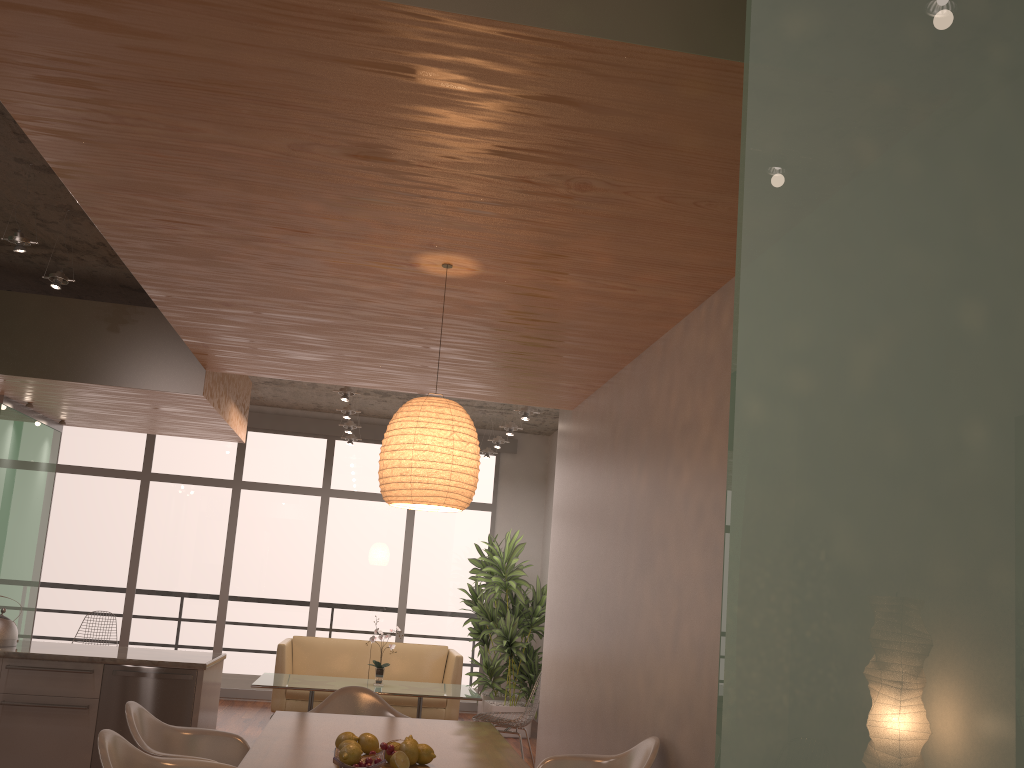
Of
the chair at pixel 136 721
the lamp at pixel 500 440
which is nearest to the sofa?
the lamp at pixel 500 440

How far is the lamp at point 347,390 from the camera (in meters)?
7.33

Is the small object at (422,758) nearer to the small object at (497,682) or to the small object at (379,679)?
the small object at (379,679)

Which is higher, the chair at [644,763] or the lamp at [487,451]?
the lamp at [487,451]

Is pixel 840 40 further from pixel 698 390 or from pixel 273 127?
pixel 698 390

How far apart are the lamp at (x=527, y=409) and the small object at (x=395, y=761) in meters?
4.7 m

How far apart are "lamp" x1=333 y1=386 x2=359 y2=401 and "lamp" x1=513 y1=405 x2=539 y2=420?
1.50m

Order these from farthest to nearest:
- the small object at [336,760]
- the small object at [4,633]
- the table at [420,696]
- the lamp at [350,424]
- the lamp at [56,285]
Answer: the lamp at [350,424], the table at [420,696], the small object at [4,633], the lamp at [56,285], the small object at [336,760]

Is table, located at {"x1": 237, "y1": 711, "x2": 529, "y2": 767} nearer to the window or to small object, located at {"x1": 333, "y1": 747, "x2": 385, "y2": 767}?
small object, located at {"x1": 333, "y1": 747, "x2": 385, "y2": 767}

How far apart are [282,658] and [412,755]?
5.61m
